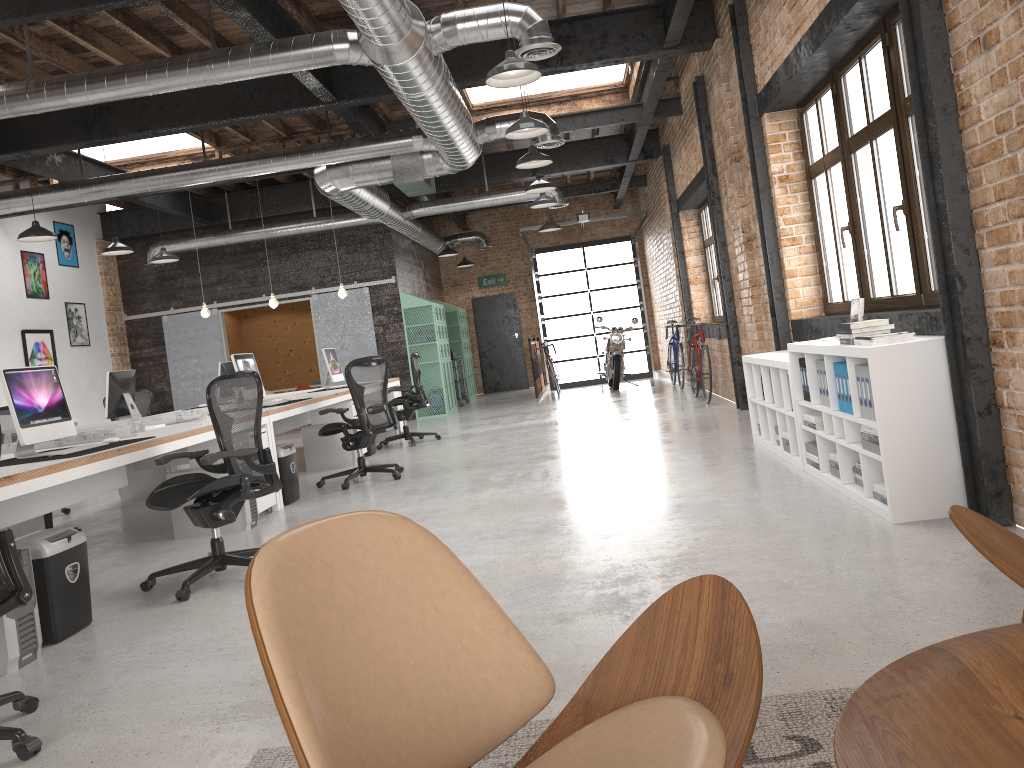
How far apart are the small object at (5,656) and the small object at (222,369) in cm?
674

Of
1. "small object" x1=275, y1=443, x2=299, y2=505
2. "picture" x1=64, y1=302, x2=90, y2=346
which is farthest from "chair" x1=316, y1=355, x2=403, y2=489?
"picture" x1=64, y1=302, x2=90, y2=346

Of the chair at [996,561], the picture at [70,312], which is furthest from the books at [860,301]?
the picture at [70,312]

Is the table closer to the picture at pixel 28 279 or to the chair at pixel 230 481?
the chair at pixel 230 481

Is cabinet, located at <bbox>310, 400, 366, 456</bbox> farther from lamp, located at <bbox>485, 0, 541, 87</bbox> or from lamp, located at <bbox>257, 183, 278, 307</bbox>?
lamp, located at <bbox>485, 0, 541, 87</bbox>

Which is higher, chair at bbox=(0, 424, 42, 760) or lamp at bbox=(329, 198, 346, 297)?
lamp at bbox=(329, 198, 346, 297)

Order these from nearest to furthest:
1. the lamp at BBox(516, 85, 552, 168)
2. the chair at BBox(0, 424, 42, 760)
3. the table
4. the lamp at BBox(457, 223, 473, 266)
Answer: the table, the chair at BBox(0, 424, 42, 760), the lamp at BBox(516, 85, 552, 168), the lamp at BBox(457, 223, 473, 266)

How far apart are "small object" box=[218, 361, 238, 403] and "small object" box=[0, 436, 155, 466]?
5.7 meters

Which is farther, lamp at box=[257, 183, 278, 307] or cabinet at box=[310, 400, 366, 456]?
lamp at box=[257, 183, 278, 307]

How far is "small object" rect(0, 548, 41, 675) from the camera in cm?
356
